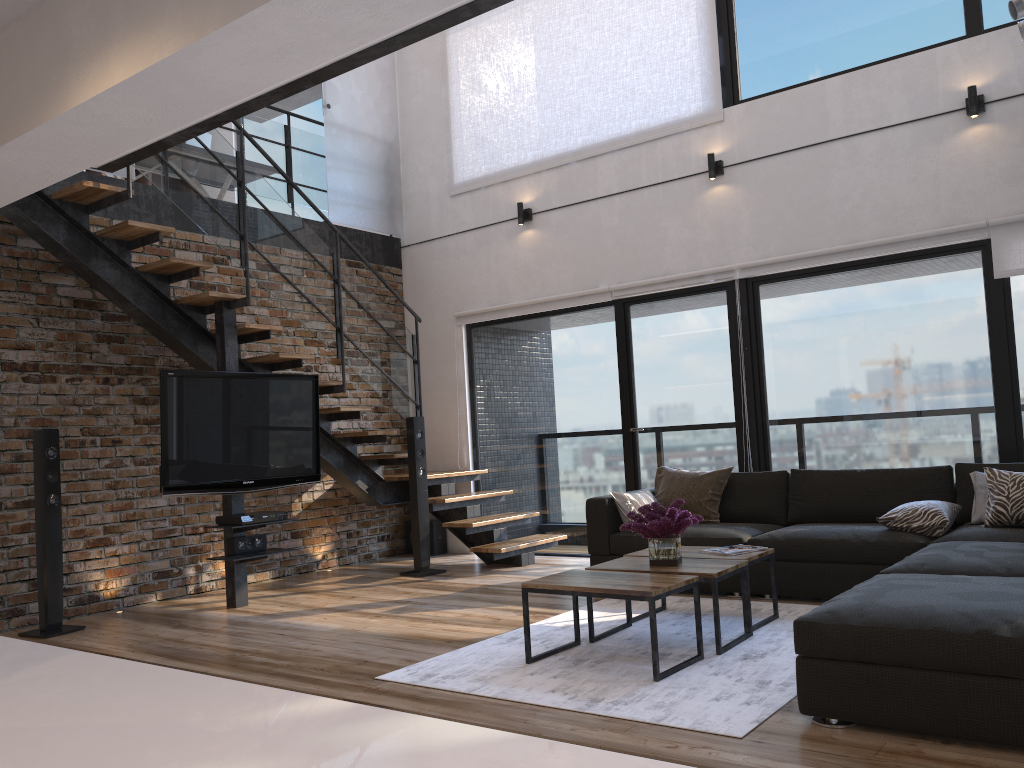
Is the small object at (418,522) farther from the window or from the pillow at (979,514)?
the pillow at (979,514)

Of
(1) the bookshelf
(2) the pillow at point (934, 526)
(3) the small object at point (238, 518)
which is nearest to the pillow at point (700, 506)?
(2) the pillow at point (934, 526)

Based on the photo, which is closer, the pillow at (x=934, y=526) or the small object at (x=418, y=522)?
the pillow at (x=934, y=526)

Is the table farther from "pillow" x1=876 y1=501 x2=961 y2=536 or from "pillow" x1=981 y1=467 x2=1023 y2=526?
"pillow" x1=981 y1=467 x2=1023 y2=526

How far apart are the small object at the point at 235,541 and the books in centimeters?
297cm

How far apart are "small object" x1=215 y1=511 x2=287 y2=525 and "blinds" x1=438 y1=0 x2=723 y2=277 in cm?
357

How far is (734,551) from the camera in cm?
438

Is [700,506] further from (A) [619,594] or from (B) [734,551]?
(A) [619,594]

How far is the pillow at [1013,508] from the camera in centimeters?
453cm

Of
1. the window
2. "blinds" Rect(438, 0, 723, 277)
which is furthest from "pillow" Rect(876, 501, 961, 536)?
"blinds" Rect(438, 0, 723, 277)
